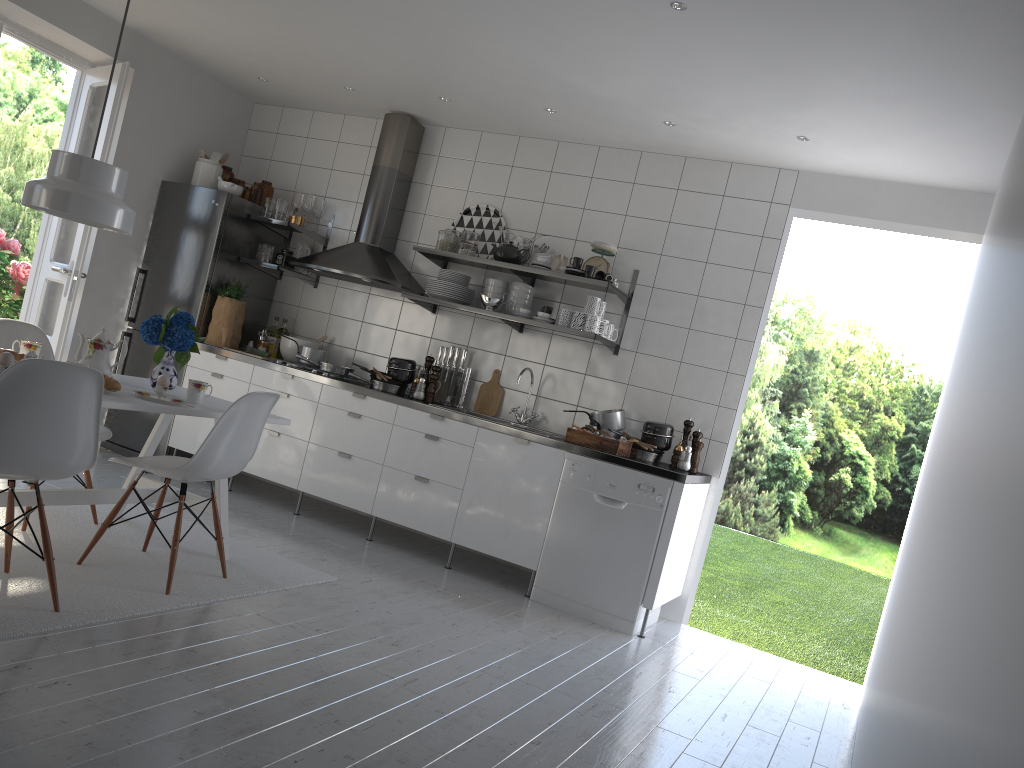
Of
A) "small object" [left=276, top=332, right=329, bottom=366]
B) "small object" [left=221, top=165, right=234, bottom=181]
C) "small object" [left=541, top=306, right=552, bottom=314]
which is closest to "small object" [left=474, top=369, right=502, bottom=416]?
"small object" [left=541, top=306, right=552, bottom=314]

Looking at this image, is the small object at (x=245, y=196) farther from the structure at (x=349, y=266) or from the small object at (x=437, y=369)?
the small object at (x=437, y=369)

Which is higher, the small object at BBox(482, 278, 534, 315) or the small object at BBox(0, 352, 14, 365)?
the small object at BBox(482, 278, 534, 315)

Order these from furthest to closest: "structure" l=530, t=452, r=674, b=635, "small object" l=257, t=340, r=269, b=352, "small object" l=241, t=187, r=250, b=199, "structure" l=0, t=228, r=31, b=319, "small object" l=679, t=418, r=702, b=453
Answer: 1. "structure" l=0, t=228, r=31, b=319
2. "small object" l=241, t=187, r=250, b=199
3. "small object" l=257, t=340, r=269, b=352
4. "small object" l=679, t=418, r=702, b=453
5. "structure" l=530, t=452, r=674, b=635

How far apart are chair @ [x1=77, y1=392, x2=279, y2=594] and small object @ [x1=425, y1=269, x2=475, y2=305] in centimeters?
192cm

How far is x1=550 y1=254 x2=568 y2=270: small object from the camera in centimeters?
517cm

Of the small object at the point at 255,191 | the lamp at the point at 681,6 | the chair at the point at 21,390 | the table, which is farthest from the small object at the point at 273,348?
the lamp at the point at 681,6

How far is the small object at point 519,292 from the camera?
5.2m

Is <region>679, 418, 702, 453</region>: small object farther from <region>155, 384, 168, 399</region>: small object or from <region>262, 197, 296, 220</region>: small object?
<region>262, 197, 296, 220</region>: small object

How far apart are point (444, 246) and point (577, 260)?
0.9m
